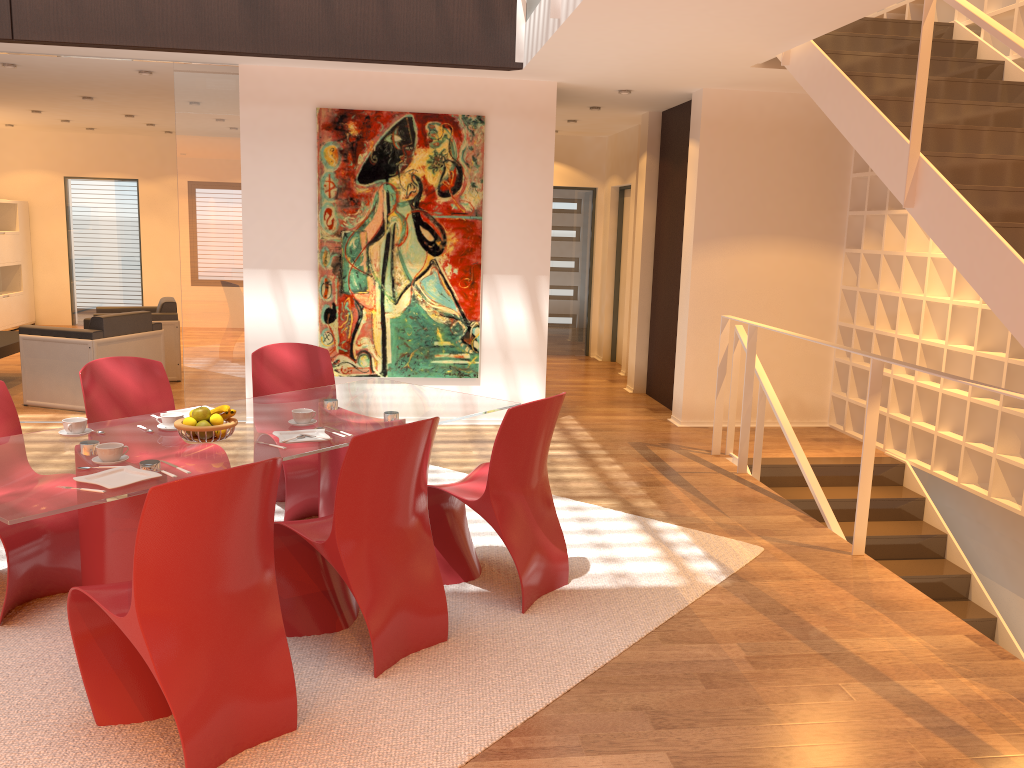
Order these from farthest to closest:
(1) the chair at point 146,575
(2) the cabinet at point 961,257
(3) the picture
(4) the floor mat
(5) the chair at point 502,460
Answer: (3) the picture → (2) the cabinet at point 961,257 → (5) the chair at point 502,460 → (4) the floor mat → (1) the chair at point 146,575

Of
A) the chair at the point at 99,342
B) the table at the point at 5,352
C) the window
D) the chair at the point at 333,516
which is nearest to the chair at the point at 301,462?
the chair at the point at 333,516

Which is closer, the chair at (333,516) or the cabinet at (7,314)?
the chair at (333,516)

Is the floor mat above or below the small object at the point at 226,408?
below

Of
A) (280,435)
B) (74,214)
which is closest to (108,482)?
(280,435)

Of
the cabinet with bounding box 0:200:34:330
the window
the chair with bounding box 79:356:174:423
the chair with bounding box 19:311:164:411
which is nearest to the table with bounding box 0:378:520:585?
the chair with bounding box 79:356:174:423

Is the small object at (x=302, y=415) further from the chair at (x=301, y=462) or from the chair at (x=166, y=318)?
the chair at (x=166, y=318)

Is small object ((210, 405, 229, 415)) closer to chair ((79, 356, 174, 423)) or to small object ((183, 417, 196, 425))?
small object ((183, 417, 196, 425))

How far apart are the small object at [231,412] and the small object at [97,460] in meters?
0.4

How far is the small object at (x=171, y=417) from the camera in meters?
3.6
